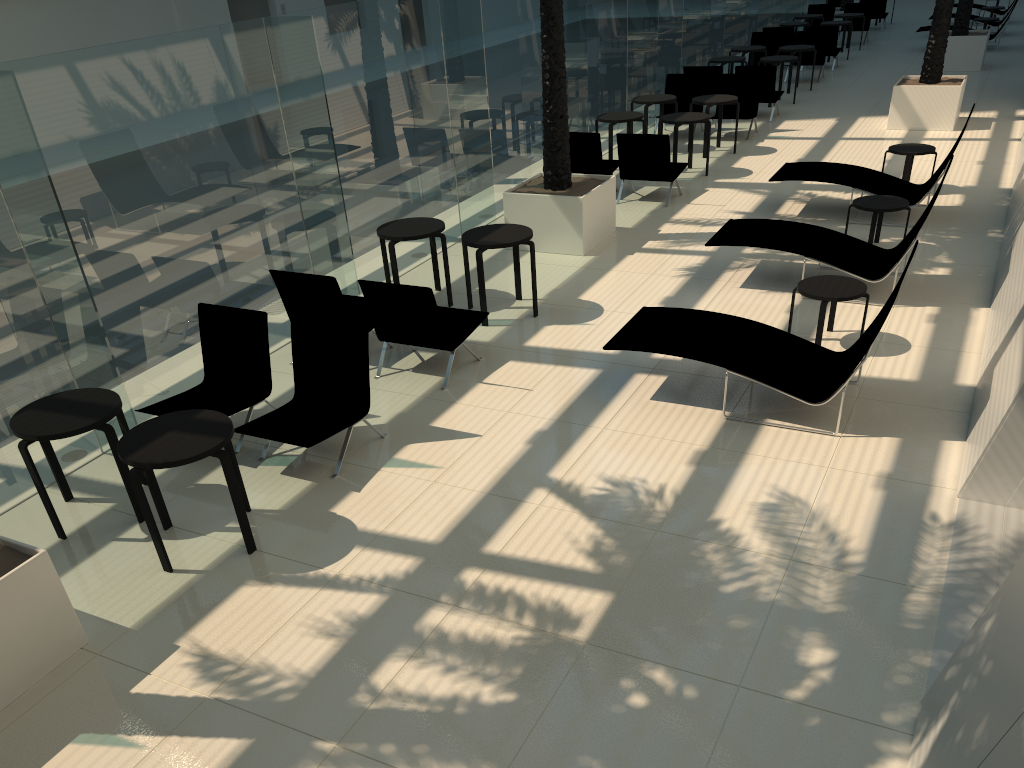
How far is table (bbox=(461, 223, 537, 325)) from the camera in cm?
838

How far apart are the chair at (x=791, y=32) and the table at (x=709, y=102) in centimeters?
824cm

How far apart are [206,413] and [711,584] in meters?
3.3 m

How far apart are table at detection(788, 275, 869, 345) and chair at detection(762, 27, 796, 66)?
15.41m

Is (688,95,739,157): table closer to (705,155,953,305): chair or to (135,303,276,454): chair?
(705,155,953,305): chair

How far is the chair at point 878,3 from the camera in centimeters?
2603cm

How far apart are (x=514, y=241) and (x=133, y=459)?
4.4m

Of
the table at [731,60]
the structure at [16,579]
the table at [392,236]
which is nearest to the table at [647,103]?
the table at [731,60]

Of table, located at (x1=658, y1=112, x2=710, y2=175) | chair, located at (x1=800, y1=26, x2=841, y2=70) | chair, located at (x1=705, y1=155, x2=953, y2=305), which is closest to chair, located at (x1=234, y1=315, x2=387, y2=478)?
chair, located at (x1=705, y1=155, x2=953, y2=305)

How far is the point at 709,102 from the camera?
13.9 meters
